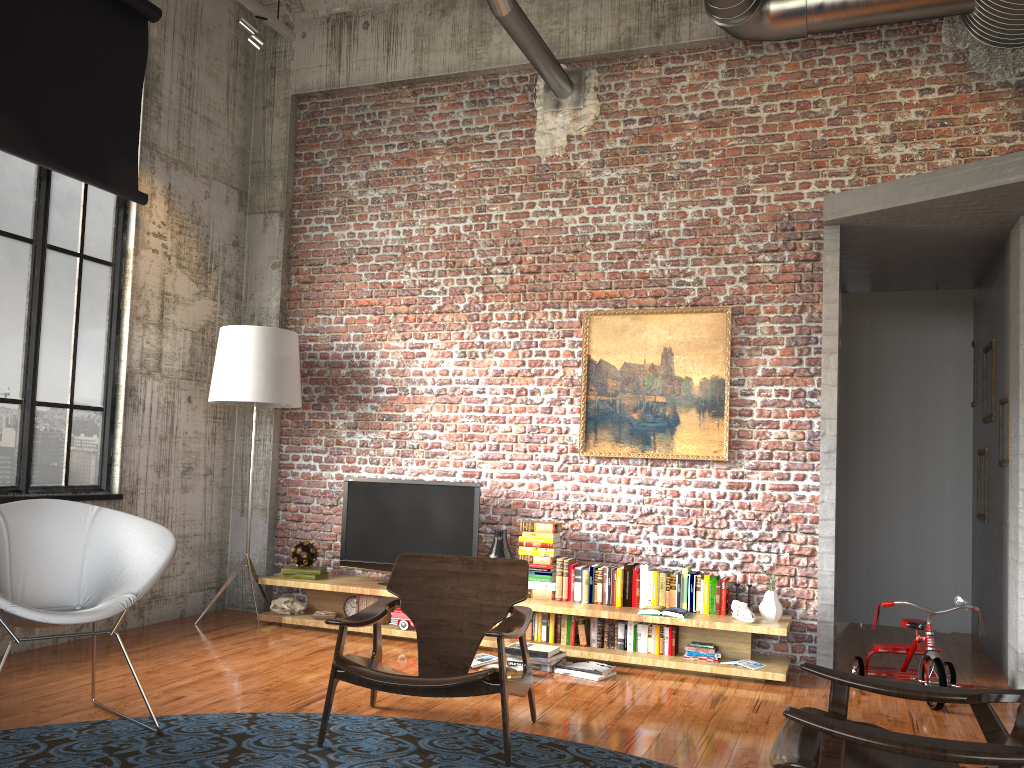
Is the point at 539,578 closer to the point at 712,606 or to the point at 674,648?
the point at 674,648

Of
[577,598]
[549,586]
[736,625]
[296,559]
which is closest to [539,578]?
[549,586]

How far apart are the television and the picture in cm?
81

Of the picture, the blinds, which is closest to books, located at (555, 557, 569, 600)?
the picture

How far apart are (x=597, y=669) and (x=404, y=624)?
1.5m

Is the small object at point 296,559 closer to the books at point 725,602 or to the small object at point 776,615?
the books at point 725,602

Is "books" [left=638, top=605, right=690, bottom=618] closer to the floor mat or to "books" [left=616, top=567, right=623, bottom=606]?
"books" [left=616, top=567, right=623, bottom=606]

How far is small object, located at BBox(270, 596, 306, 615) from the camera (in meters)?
6.66

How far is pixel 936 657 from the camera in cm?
491

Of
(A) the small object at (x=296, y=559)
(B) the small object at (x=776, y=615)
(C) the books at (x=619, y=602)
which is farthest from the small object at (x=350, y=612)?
(B) the small object at (x=776, y=615)
